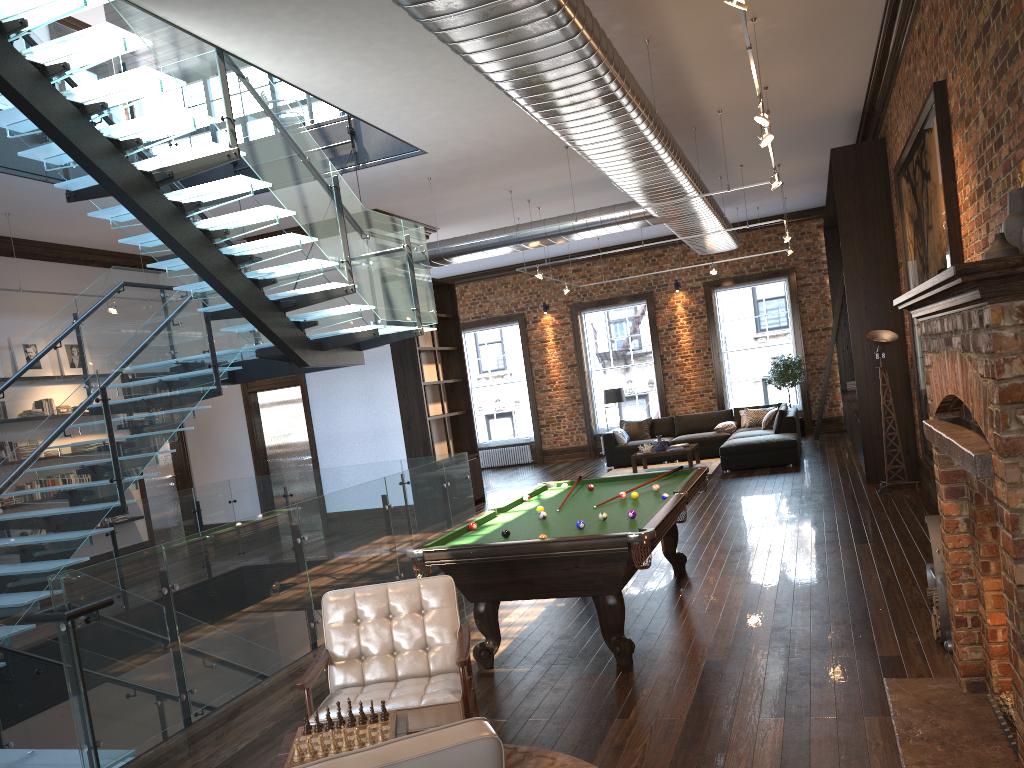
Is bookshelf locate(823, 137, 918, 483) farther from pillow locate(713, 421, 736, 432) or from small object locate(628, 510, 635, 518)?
small object locate(628, 510, 635, 518)

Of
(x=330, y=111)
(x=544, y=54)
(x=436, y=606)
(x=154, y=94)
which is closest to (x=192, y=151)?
(x=154, y=94)

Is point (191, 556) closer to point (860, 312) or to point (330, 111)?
point (330, 111)

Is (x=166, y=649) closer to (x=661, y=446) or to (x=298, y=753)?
(x=298, y=753)

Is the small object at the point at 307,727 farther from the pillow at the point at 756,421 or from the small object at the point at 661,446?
the pillow at the point at 756,421

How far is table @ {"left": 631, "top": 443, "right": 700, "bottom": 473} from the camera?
14.5 meters

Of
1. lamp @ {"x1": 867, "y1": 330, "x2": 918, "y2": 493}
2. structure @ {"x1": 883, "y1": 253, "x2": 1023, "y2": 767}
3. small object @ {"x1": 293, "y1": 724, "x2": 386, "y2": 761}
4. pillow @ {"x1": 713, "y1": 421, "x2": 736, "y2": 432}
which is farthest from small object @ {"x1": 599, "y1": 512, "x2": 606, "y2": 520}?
pillow @ {"x1": 713, "y1": 421, "x2": 736, "y2": 432}

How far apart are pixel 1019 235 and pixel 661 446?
11.41m

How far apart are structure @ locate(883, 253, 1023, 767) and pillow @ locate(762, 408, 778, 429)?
11.3 meters

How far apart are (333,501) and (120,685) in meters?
2.6 m
